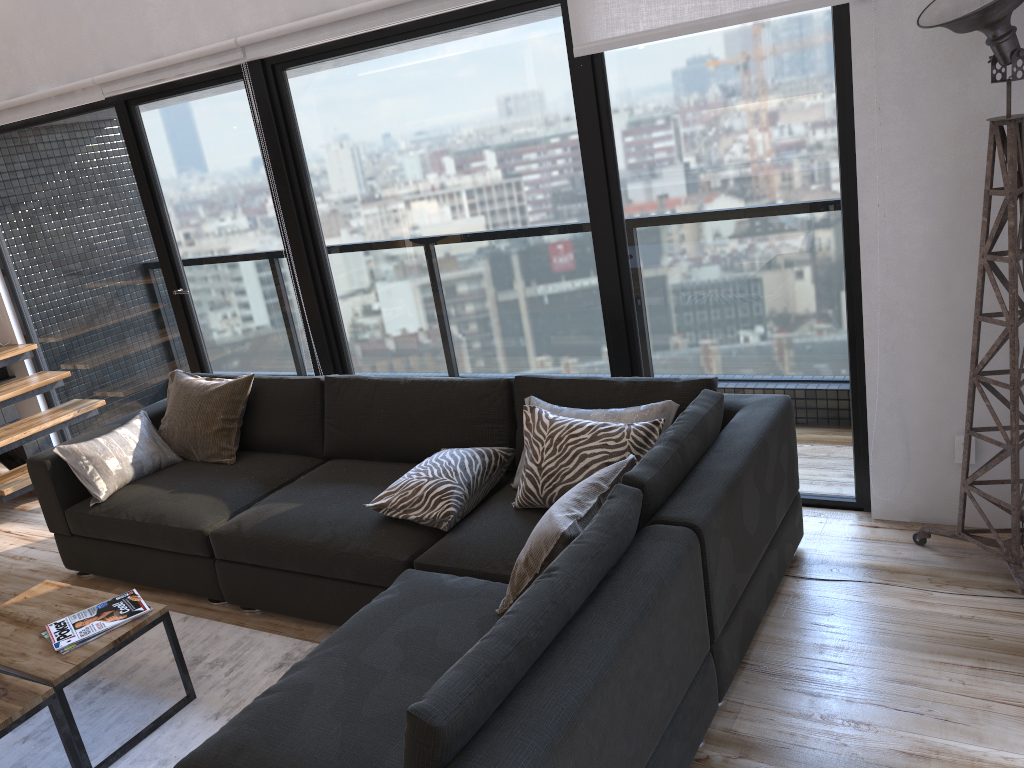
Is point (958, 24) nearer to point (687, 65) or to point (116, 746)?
point (687, 65)

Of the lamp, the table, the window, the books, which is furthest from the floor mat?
the lamp

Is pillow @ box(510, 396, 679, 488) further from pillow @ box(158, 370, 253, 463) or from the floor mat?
pillow @ box(158, 370, 253, 463)

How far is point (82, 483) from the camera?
3.76m

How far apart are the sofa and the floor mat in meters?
0.1

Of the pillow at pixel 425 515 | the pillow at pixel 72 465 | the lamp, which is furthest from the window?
the pillow at pixel 72 465

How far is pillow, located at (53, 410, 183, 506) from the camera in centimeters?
377cm

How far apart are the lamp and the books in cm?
255

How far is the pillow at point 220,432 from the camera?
4.0m

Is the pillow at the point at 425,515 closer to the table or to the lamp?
the table
